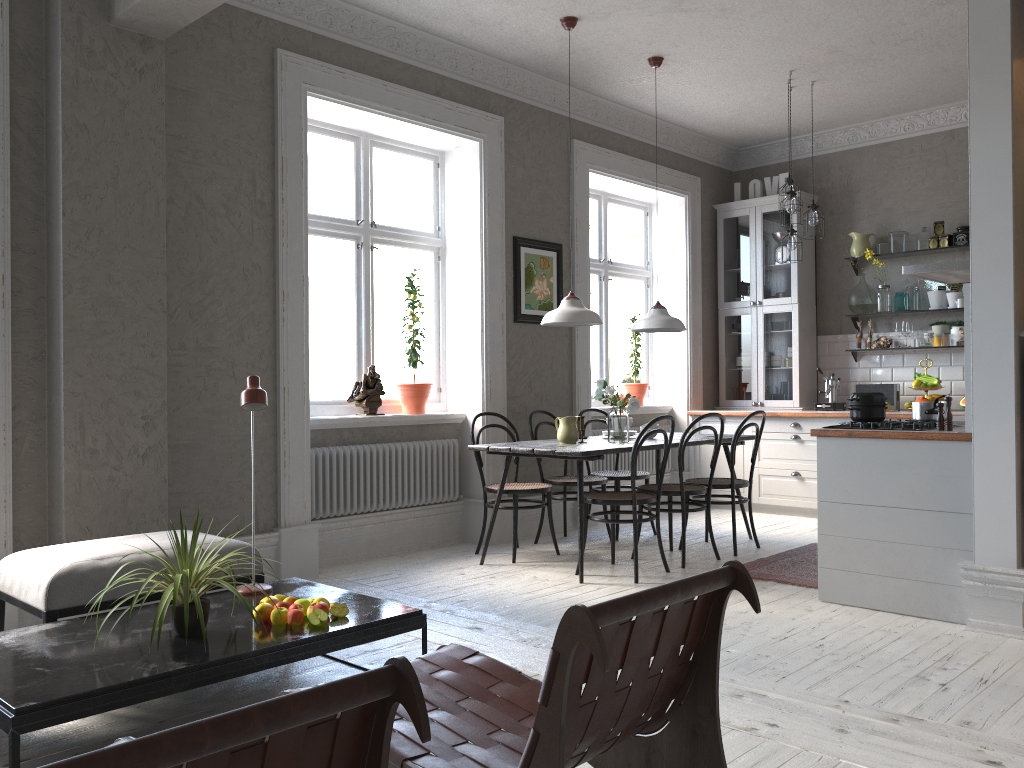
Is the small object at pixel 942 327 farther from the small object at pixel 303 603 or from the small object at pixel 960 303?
the small object at pixel 303 603

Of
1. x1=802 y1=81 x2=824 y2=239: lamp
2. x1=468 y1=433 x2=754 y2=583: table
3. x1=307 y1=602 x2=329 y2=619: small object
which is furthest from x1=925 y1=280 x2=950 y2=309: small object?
x1=307 y1=602 x2=329 y2=619: small object

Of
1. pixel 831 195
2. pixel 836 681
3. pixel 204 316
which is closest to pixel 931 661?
pixel 836 681

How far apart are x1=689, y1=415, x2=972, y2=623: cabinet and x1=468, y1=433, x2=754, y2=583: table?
1.1 meters

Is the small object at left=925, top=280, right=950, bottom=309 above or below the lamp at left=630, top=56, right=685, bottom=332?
above

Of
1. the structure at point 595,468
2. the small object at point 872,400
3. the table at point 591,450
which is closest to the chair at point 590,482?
the table at point 591,450

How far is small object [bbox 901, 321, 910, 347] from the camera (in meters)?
7.12

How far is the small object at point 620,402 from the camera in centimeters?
536cm

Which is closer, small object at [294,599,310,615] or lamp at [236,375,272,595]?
small object at [294,599,310,615]

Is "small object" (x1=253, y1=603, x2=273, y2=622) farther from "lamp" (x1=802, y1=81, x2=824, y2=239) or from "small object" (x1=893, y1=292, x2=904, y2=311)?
"small object" (x1=893, y1=292, x2=904, y2=311)
